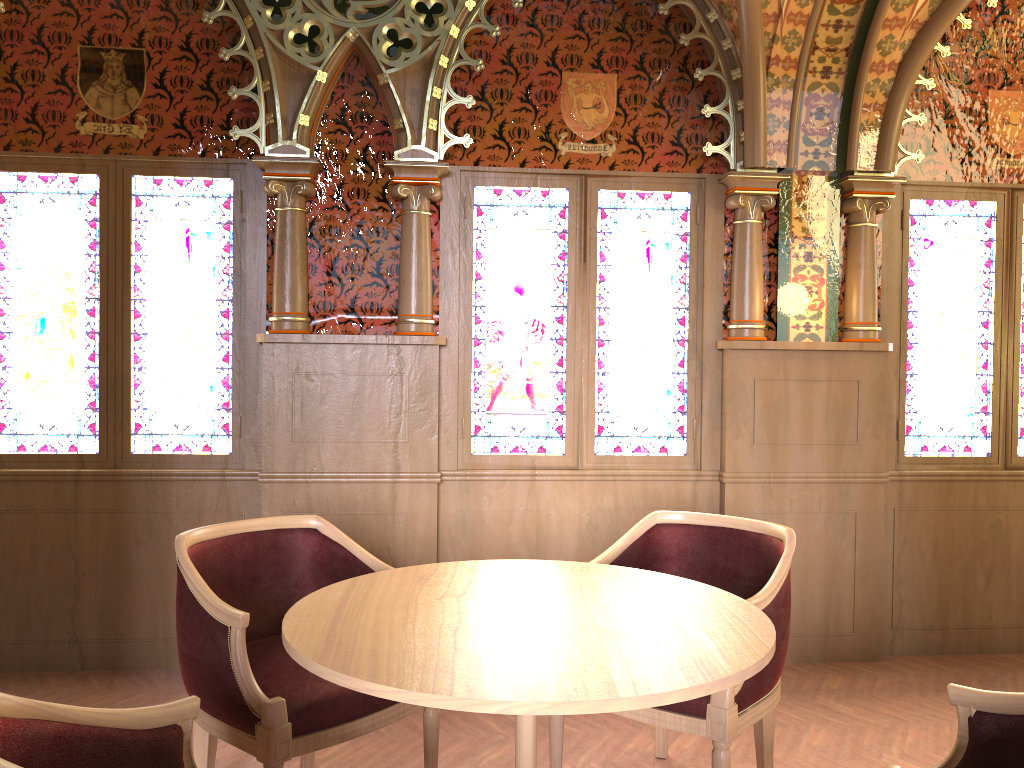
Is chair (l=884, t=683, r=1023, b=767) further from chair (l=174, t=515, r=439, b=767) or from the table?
chair (l=174, t=515, r=439, b=767)

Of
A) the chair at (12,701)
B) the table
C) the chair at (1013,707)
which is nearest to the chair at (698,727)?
the table

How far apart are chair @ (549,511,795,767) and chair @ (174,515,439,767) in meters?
0.4 m

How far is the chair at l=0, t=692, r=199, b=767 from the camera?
1.4m

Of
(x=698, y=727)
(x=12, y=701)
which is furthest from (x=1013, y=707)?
(x=12, y=701)

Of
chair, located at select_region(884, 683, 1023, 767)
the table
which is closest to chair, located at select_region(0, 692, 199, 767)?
the table

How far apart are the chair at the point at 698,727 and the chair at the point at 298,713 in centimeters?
37cm

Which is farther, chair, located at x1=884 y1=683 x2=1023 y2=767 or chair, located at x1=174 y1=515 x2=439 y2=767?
chair, located at x1=174 y1=515 x2=439 y2=767

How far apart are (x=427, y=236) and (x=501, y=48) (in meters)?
0.92

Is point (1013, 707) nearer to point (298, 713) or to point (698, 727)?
point (698, 727)
